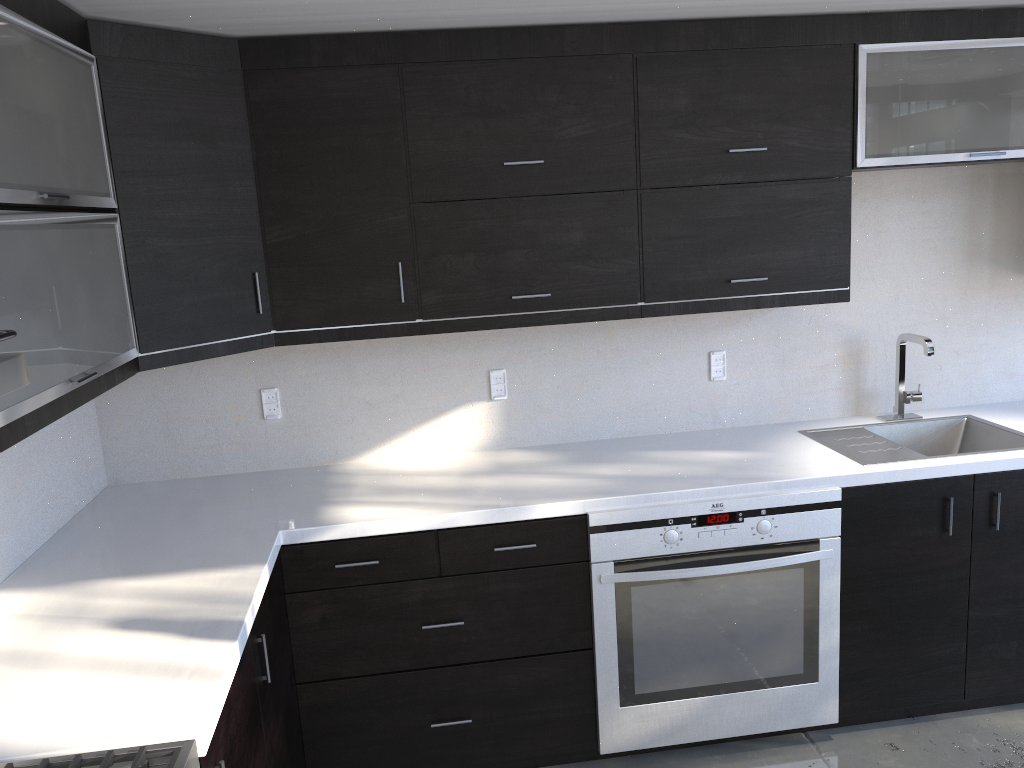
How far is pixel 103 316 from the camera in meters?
2.2

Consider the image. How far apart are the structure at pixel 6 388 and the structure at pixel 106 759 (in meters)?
0.63

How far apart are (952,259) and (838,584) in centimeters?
140cm

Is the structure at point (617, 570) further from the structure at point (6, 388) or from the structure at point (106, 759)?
the structure at point (6, 388)

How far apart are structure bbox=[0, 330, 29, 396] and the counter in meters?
0.6

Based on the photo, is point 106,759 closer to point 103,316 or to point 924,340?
point 103,316

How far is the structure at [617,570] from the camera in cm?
265

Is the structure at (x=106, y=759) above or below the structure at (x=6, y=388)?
below

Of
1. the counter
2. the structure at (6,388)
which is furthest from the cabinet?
the structure at (6,388)

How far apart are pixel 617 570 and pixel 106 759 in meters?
1.6 m
